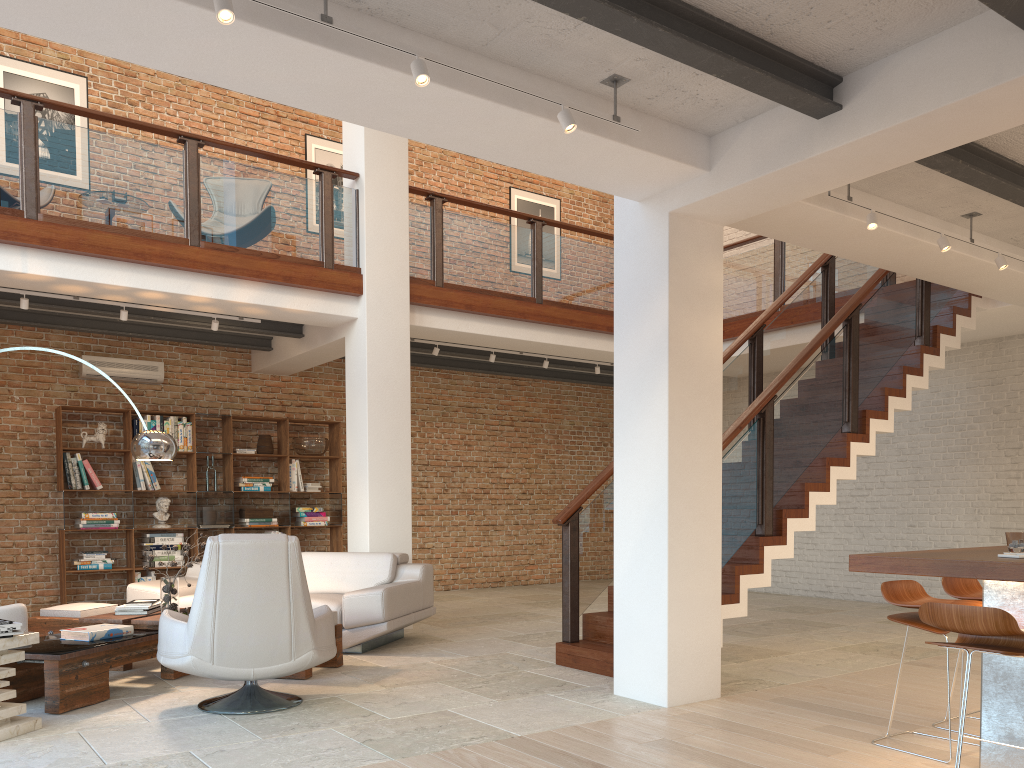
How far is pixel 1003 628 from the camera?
3.0m

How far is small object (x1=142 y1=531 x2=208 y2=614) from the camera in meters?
5.8

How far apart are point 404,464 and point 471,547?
4.2m

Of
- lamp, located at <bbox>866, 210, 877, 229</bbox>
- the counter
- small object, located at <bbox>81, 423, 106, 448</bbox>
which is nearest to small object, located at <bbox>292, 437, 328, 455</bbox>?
small object, located at <bbox>81, 423, 106, 448</bbox>

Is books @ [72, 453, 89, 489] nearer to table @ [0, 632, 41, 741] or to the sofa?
the sofa

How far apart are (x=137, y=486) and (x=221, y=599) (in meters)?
5.49

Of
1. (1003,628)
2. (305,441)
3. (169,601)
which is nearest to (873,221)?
(1003,628)

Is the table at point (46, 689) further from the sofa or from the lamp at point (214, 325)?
the lamp at point (214, 325)

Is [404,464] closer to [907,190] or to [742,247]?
[907,190]

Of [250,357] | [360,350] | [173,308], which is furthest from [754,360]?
[250,357]
